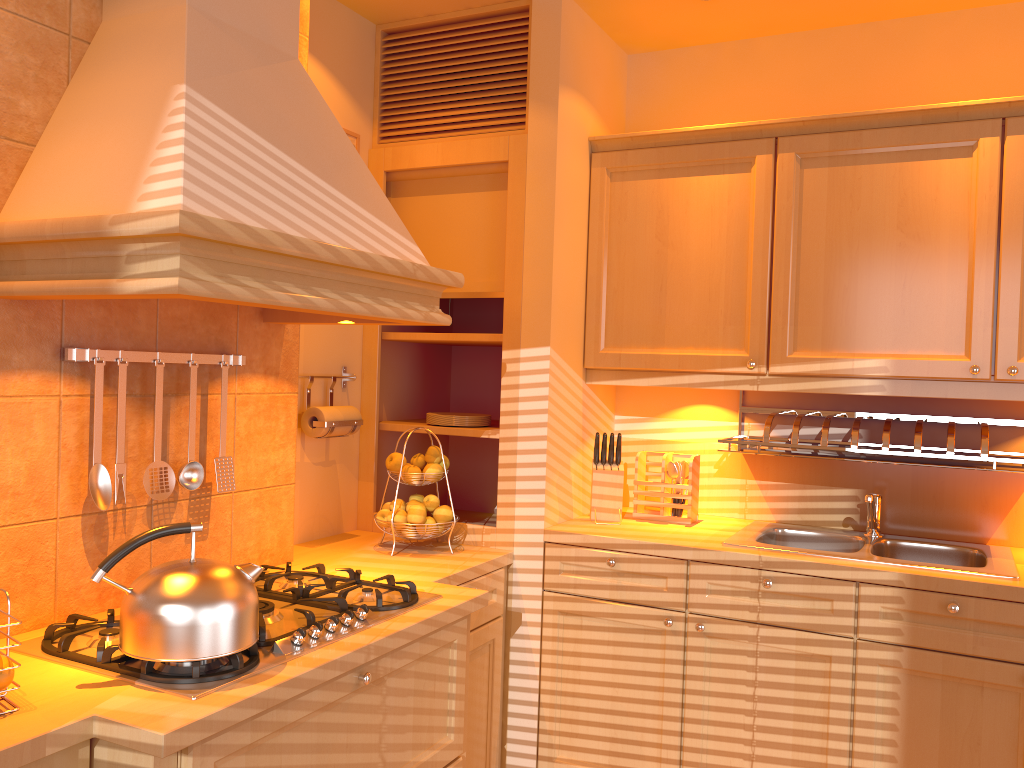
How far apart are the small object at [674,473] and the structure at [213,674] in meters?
1.1

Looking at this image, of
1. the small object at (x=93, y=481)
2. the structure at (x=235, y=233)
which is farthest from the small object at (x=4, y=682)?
the structure at (x=235, y=233)

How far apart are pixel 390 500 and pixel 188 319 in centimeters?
126cm

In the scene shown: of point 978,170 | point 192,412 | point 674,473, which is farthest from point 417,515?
point 978,170

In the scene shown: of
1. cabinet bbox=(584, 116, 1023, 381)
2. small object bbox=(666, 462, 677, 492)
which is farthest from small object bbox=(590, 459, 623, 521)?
cabinet bbox=(584, 116, 1023, 381)

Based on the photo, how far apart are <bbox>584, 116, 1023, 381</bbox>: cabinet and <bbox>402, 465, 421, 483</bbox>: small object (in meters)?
0.68

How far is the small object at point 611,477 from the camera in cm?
287

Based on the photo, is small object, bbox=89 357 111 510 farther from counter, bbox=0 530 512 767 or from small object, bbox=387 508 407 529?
small object, bbox=387 508 407 529

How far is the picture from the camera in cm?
291

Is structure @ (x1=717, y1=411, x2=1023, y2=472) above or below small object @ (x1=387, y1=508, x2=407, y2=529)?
above
